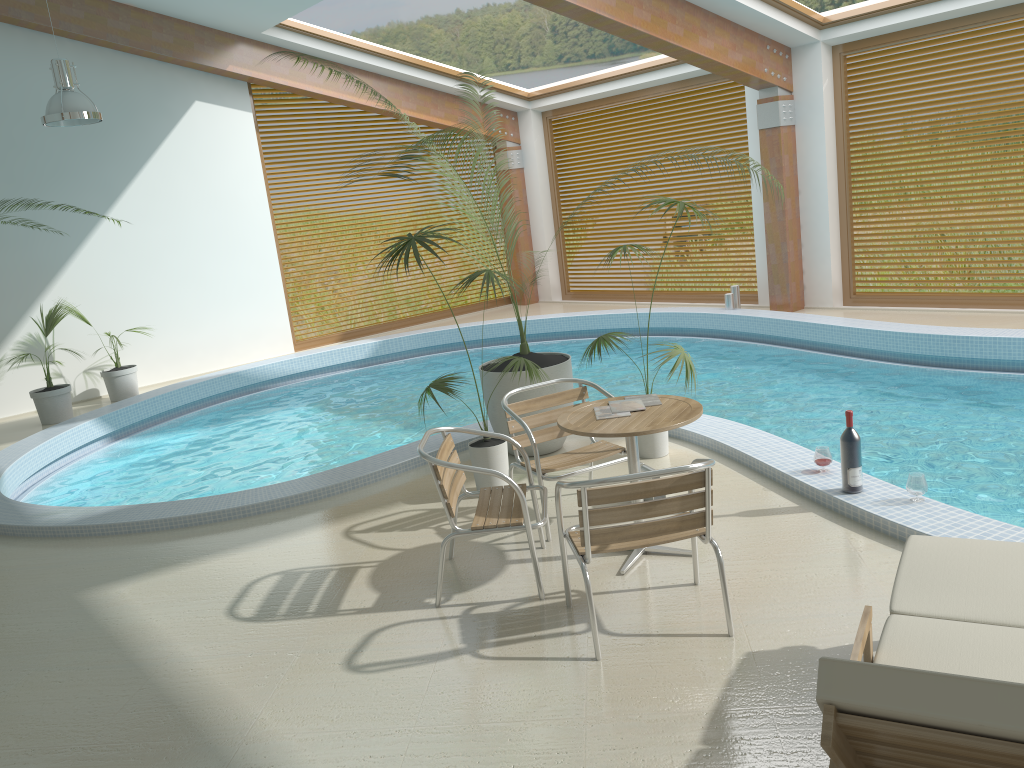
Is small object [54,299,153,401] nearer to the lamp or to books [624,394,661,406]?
the lamp

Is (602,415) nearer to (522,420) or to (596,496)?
(522,420)

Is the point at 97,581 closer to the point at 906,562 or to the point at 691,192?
the point at 906,562

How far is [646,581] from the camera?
4.1 meters

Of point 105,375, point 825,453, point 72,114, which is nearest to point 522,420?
point 825,453

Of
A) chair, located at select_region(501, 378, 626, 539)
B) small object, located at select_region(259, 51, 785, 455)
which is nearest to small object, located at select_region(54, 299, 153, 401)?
small object, located at select_region(259, 51, 785, 455)

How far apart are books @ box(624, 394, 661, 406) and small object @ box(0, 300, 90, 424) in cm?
747

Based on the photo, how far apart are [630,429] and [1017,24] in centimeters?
Result: 768cm

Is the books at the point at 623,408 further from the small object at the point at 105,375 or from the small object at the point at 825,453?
the small object at the point at 105,375

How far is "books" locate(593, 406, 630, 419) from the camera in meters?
4.3
